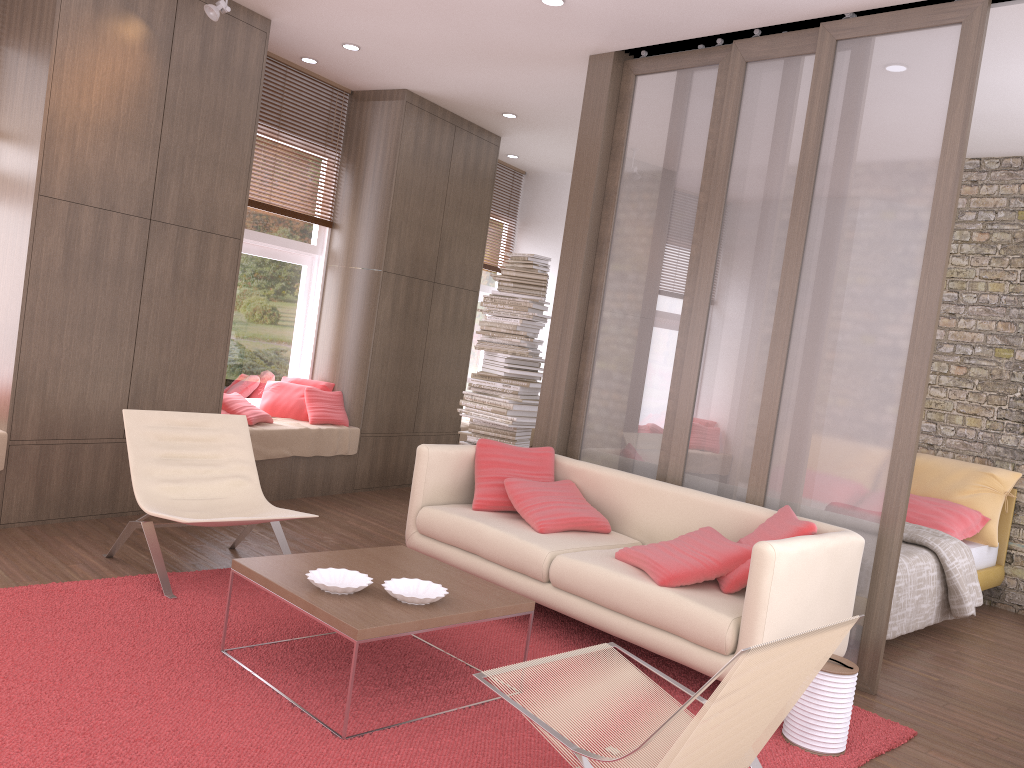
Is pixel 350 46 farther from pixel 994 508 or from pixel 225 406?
pixel 994 508

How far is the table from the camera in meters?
3.0

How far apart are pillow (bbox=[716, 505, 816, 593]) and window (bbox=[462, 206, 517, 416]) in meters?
5.7

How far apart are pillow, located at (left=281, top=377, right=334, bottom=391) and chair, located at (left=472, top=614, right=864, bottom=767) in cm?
459

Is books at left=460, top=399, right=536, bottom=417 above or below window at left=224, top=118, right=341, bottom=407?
below

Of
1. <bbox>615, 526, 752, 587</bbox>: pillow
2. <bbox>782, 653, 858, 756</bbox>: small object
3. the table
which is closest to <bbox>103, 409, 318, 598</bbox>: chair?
the table

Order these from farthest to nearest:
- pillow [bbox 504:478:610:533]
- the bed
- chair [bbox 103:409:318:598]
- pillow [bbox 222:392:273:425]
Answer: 1. pillow [bbox 222:392:273:425]
2. the bed
3. pillow [bbox 504:478:610:533]
4. chair [bbox 103:409:318:598]

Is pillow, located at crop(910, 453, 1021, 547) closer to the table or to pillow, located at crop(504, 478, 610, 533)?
pillow, located at crop(504, 478, 610, 533)

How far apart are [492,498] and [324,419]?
2.5m

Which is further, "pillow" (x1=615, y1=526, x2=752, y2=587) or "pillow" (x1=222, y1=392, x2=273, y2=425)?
"pillow" (x1=222, y1=392, x2=273, y2=425)
